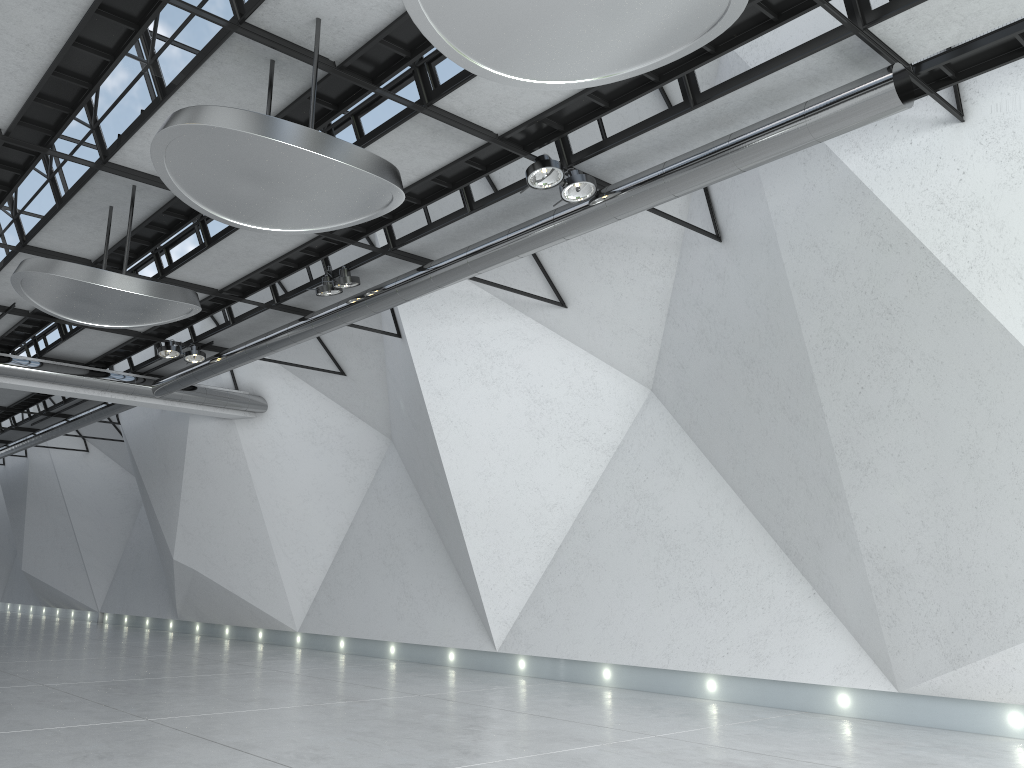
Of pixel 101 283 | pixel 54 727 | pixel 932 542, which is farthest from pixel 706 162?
pixel 54 727
